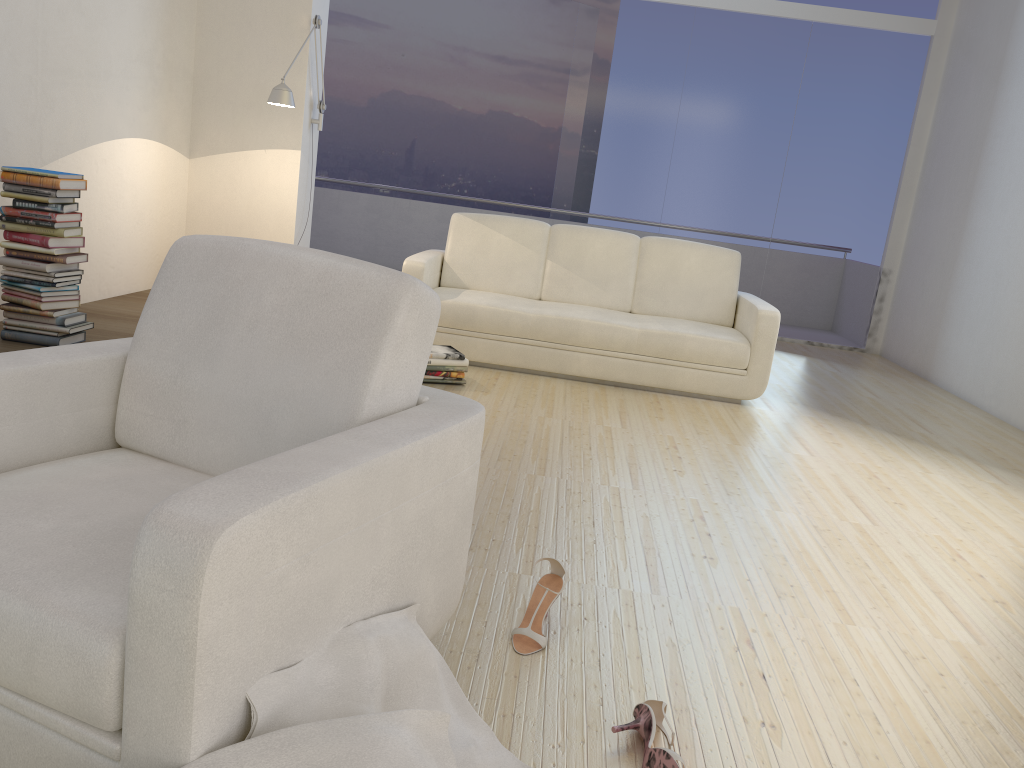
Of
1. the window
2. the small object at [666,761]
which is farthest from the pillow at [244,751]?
the window

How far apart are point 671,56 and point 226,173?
4.1 meters

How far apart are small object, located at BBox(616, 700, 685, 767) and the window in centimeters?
656cm

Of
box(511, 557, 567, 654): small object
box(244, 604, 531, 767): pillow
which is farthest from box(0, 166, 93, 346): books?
box(244, 604, 531, 767): pillow

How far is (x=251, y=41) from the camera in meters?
5.4 m

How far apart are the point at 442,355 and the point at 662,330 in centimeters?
131cm

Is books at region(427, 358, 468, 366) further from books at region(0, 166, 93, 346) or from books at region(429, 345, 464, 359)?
books at region(0, 166, 93, 346)

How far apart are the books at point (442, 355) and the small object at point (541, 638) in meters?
2.4 m

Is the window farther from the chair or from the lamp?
the chair

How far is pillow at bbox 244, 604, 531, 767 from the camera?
1.3 meters
